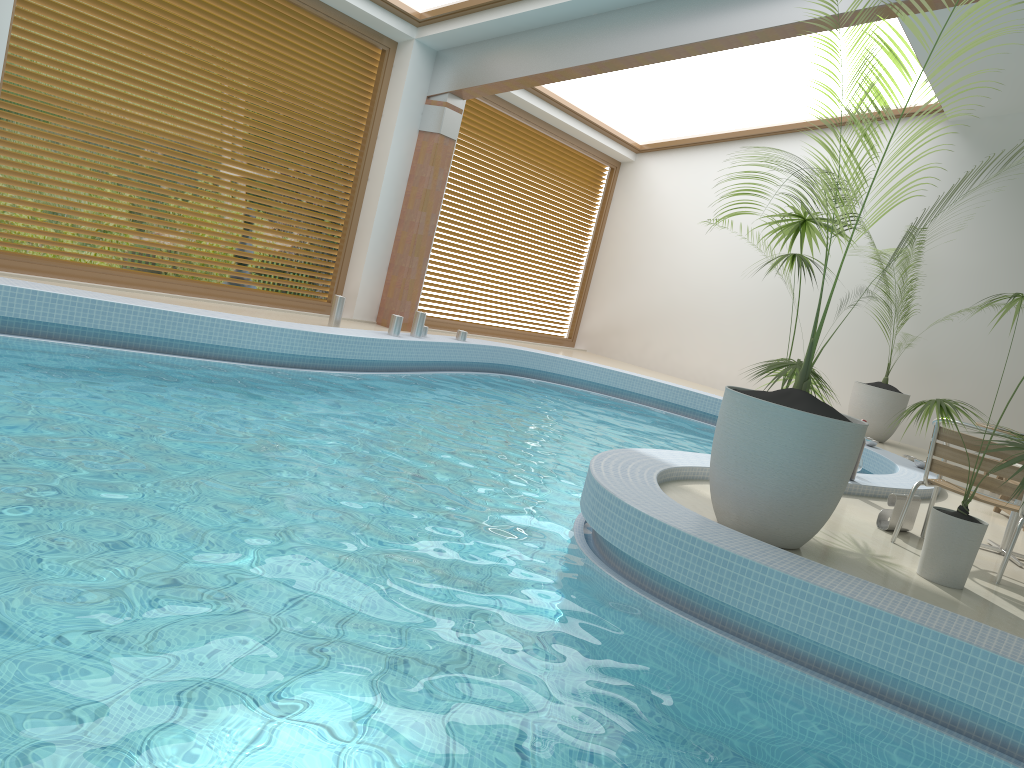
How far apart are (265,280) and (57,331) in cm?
337

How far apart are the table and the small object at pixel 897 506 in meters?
0.5 m

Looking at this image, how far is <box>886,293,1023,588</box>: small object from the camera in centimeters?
406cm

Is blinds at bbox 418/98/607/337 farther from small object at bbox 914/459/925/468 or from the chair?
the chair

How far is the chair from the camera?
4.56m

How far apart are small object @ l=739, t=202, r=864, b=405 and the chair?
0.7m

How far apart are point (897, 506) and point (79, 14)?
7.0m

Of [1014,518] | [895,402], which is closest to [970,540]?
[1014,518]

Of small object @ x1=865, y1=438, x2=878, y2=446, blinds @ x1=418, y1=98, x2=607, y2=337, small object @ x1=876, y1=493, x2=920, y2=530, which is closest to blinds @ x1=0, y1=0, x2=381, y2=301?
blinds @ x1=418, y1=98, x2=607, y2=337

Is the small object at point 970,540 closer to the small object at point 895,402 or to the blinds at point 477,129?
the small object at point 895,402
